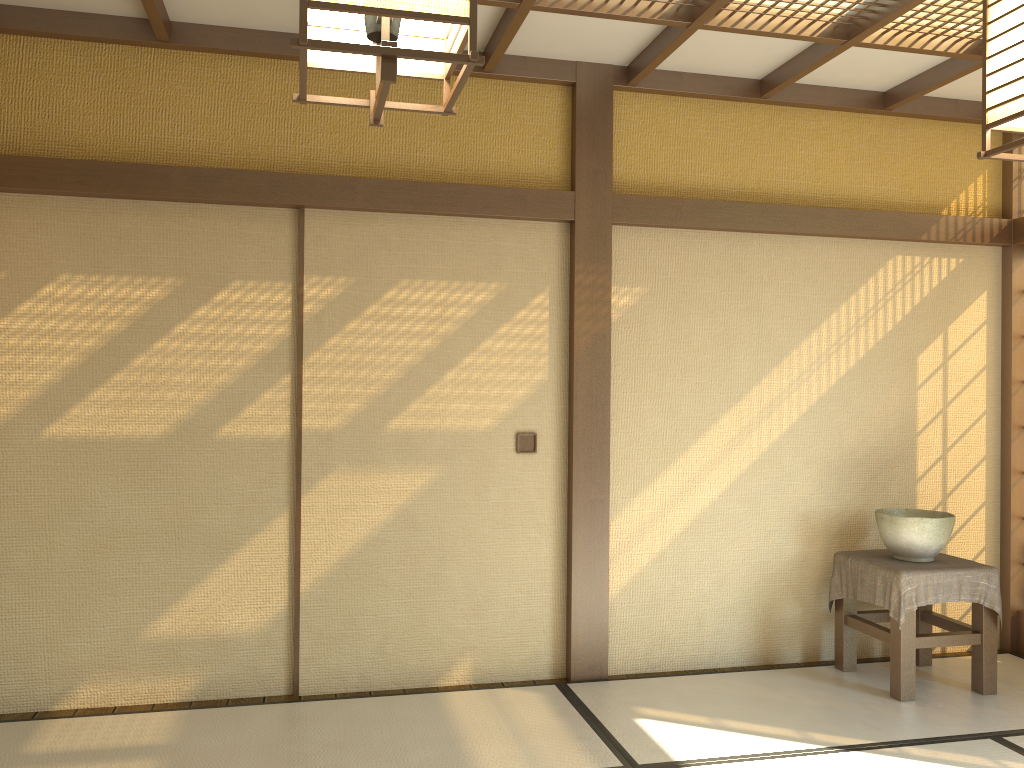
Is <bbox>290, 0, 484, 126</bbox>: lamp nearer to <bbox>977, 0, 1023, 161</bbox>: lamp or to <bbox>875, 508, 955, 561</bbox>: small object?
<bbox>977, 0, 1023, 161</bbox>: lamp

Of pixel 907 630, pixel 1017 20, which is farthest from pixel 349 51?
pixel 907 630

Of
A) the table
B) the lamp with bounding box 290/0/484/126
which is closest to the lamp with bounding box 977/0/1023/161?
the lamp with bounding box 290/0/484/126

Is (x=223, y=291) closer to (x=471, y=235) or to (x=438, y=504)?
(x=471, y=235)

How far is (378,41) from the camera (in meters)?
1.22

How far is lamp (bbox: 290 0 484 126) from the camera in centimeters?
109cm

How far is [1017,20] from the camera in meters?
1.5 m

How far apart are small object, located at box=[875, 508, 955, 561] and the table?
0.03m

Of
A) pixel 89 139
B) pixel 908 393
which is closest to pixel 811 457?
pixel 908 393

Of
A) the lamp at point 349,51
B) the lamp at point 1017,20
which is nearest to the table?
the lamp at point 1017,20
